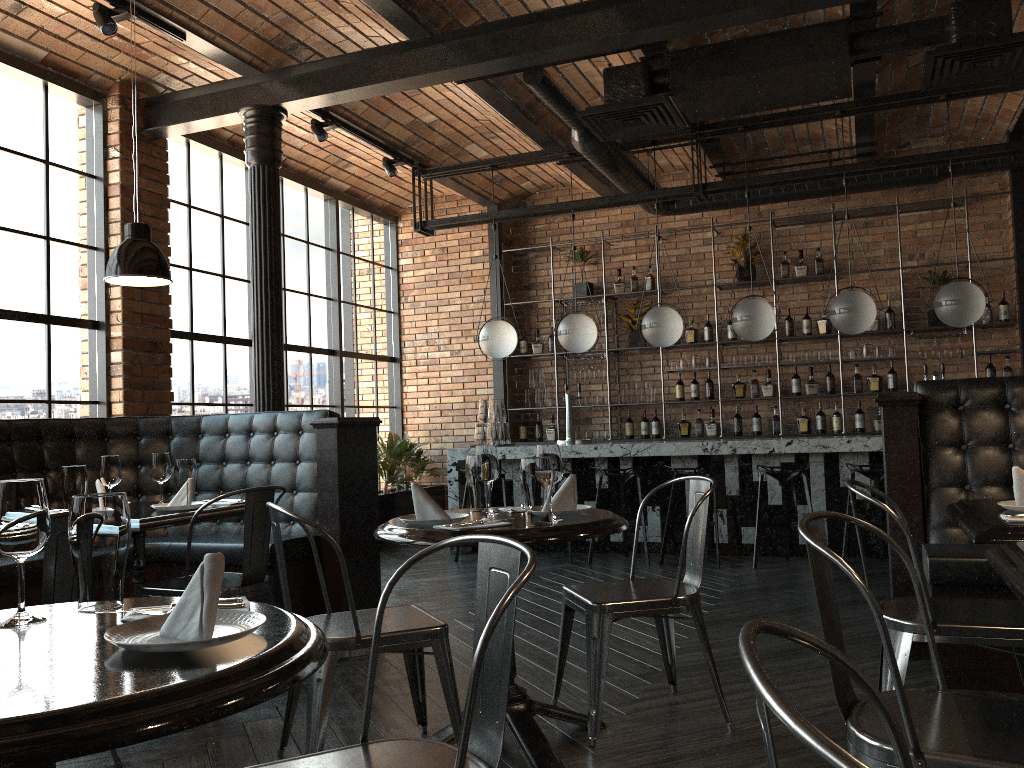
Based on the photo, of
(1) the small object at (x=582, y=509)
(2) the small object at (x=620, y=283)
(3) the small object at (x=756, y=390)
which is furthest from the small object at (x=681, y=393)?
(1) the small object at (x=582, y=509)

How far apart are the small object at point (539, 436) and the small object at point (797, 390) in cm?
265

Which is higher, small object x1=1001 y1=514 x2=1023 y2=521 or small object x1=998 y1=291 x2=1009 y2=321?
small object x1=998 y1=291 x2=1009 y2=321

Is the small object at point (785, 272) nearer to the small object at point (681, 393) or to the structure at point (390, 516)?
the small object at point (681, 393)

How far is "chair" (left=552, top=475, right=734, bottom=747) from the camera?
3.0 meters

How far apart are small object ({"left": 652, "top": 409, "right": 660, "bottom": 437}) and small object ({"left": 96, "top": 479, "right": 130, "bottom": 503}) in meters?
6.0

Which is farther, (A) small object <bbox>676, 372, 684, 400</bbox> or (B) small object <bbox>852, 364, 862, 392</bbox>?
(A) small object <bbox>676, 372, 684, 400</bbox>

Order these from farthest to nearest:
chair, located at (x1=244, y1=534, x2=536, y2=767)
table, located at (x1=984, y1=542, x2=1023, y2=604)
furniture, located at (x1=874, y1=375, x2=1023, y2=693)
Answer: furniture, located at (x1=874, y1=375, x2=1023, y2=693) < table, located at (x1=984, y1=542, x2=1023, y2=604) < chair, located at (x1=244, y1=534, x2=536, y2=767)

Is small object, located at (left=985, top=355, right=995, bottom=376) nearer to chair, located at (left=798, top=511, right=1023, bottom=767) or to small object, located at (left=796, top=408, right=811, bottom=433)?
small object, located at (left=796, top=408, right=811, bottom=433)

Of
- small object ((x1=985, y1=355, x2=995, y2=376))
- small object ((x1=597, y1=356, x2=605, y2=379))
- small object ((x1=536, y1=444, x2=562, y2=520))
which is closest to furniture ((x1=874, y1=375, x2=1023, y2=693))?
small object ((x1=536, y1=444, x2=562, y2=520))
